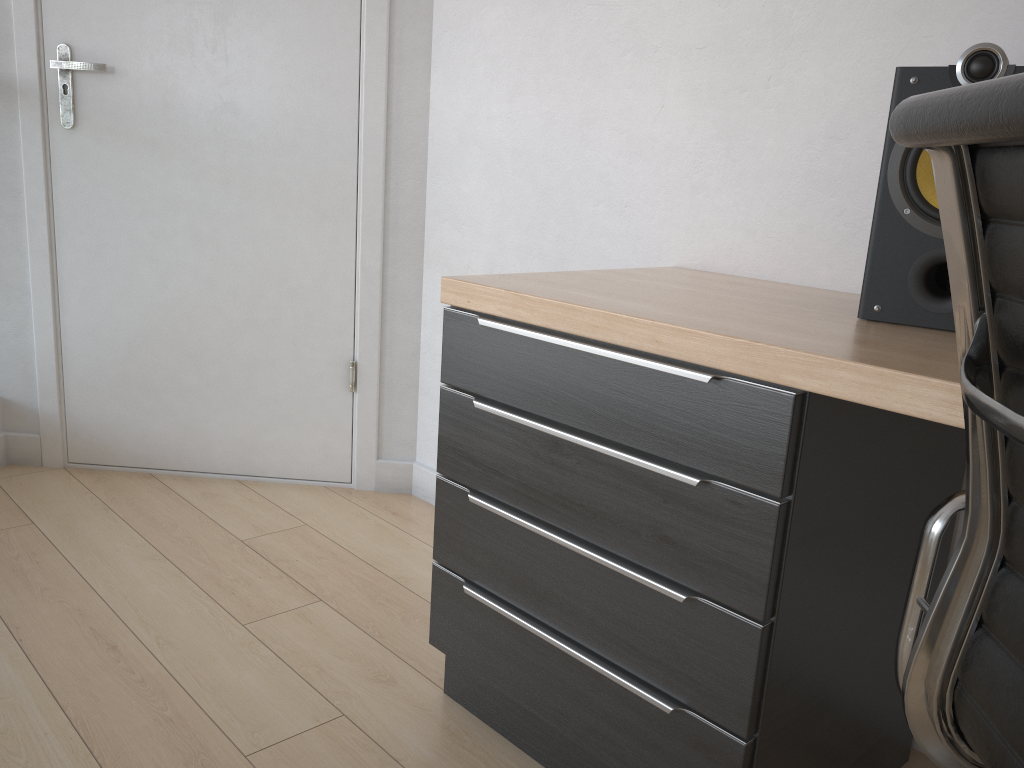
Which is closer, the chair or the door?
the chair

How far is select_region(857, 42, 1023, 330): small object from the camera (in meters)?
1.10

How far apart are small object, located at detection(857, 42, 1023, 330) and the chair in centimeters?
42cm

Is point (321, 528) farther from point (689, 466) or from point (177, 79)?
point (689, 466)

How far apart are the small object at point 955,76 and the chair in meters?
0.4

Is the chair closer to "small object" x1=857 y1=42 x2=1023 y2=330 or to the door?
"small object" x1=857 y1=42 x2=1023 y2=330

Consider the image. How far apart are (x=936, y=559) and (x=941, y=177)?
0.35m

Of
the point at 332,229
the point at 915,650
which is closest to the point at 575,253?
the point at 332,229

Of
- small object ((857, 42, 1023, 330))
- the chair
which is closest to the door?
small object ((857, 42, 1023, 330))

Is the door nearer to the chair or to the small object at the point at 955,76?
the small object at the point at 955,76
